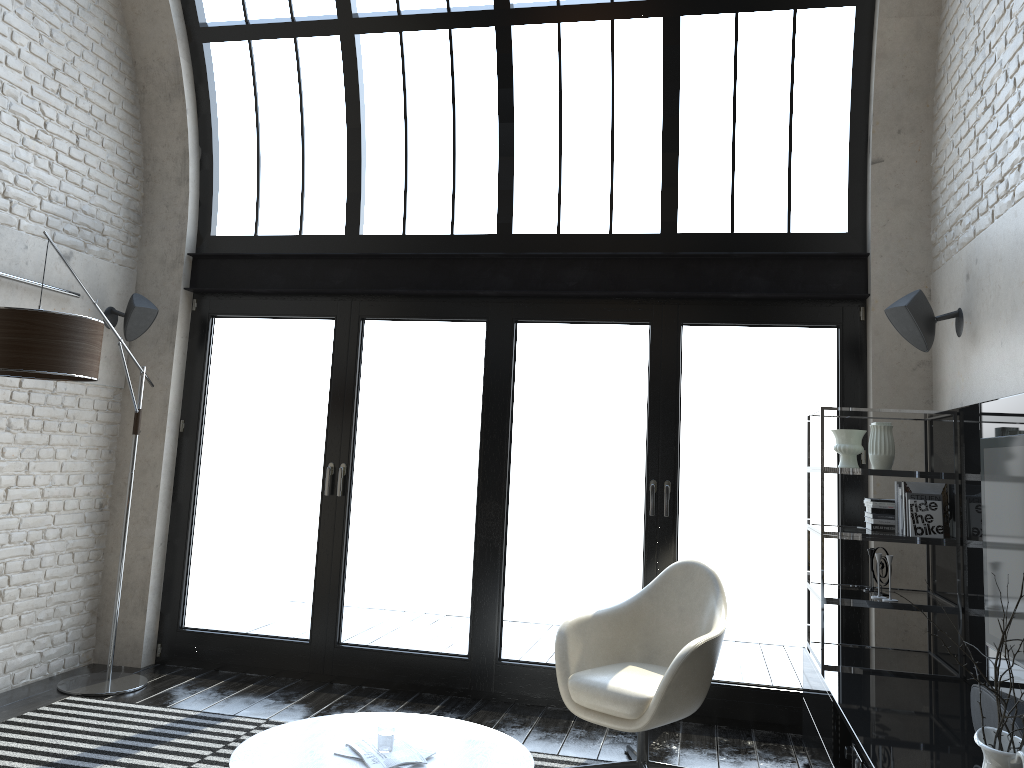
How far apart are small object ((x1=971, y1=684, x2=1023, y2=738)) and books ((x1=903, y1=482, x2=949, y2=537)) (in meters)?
1.33

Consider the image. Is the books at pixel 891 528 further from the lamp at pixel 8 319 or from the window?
the lamp at pixel 8 319

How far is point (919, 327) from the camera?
4.2m

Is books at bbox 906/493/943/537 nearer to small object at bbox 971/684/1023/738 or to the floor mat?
small object at bbox 971/684/1023/738

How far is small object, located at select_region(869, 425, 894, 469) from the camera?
4.1m

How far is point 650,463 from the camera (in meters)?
5.19

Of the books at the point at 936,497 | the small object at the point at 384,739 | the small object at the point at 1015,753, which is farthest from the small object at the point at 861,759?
the small object at the point at 384,739

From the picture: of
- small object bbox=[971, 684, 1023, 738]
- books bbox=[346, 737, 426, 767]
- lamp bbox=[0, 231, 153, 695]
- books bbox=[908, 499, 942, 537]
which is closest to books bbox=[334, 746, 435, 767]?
books bbox=[346, 737, 426, 767]

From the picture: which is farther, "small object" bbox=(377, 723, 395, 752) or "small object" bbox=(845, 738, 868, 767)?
"small object" bbox=(377, 723, 395, 752)

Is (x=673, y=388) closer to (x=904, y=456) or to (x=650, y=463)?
(x=650, y=463)
